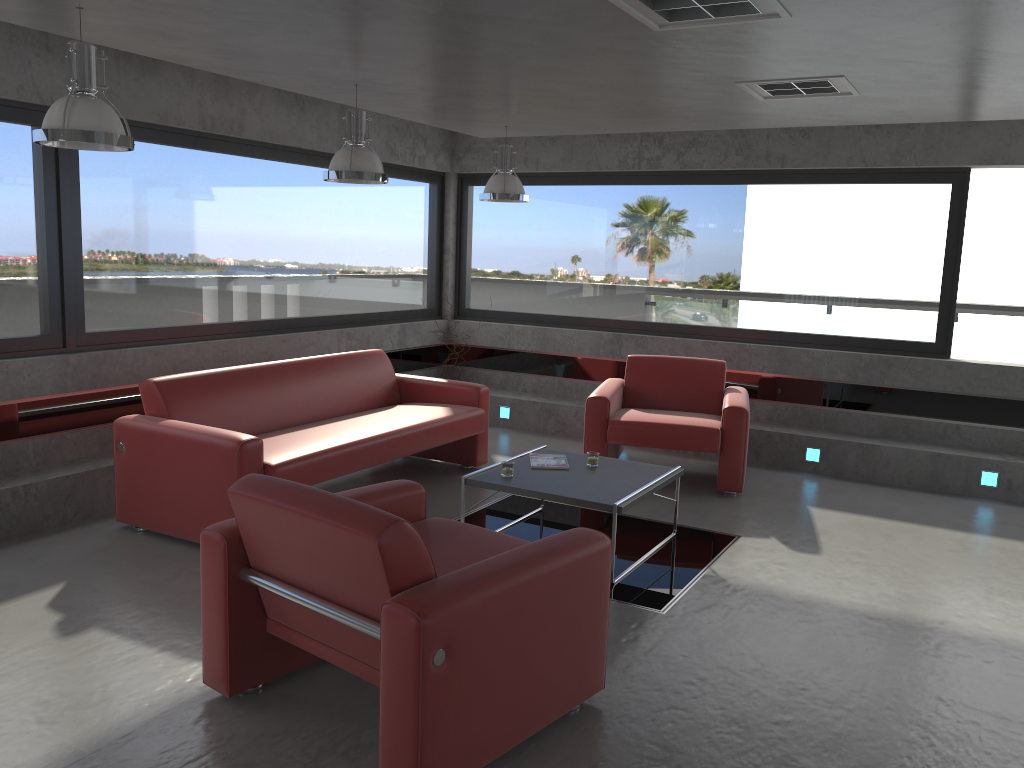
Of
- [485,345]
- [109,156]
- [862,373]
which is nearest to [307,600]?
[109,156]

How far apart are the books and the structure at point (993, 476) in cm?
337

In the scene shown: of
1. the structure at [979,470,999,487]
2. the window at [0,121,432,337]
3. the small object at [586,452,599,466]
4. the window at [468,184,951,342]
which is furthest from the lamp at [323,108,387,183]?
the structure at [979,470,999,487]

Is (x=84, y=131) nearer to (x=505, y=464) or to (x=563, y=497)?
(x=505, y=464)

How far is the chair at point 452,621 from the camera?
2.65m

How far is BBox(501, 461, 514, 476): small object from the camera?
5.1 meters

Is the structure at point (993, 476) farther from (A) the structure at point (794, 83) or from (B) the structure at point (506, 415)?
(B) the structure at point (506, 415)

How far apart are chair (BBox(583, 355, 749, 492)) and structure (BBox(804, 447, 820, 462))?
0.8 meters

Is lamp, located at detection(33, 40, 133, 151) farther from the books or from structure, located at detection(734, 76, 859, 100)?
structure, located at detection(734, 76, 859, 100)

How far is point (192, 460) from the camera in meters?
4.8
